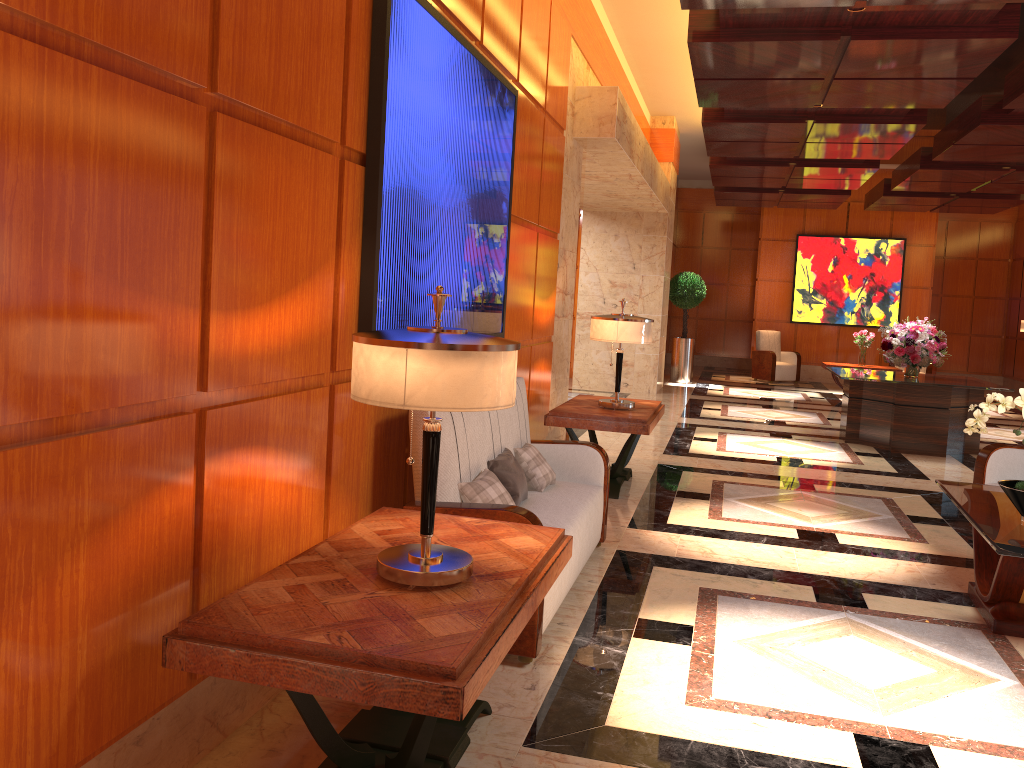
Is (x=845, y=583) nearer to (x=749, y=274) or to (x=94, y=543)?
(x=94, y=543)

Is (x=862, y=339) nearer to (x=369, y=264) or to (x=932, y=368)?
(x=932, y=368)

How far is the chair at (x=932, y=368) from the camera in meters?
15.9 m

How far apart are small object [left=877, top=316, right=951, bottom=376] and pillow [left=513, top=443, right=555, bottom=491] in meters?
6.1

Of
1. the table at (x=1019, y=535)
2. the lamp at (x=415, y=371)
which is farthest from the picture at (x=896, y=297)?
the lamp at (x=415, y=371)

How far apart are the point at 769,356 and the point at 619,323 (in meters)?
11.07

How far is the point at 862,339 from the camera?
14.58m

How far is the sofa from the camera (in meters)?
3.38

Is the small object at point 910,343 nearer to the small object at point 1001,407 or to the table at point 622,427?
the table at point 622,427

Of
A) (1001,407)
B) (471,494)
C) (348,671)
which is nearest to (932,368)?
(1001,407)
